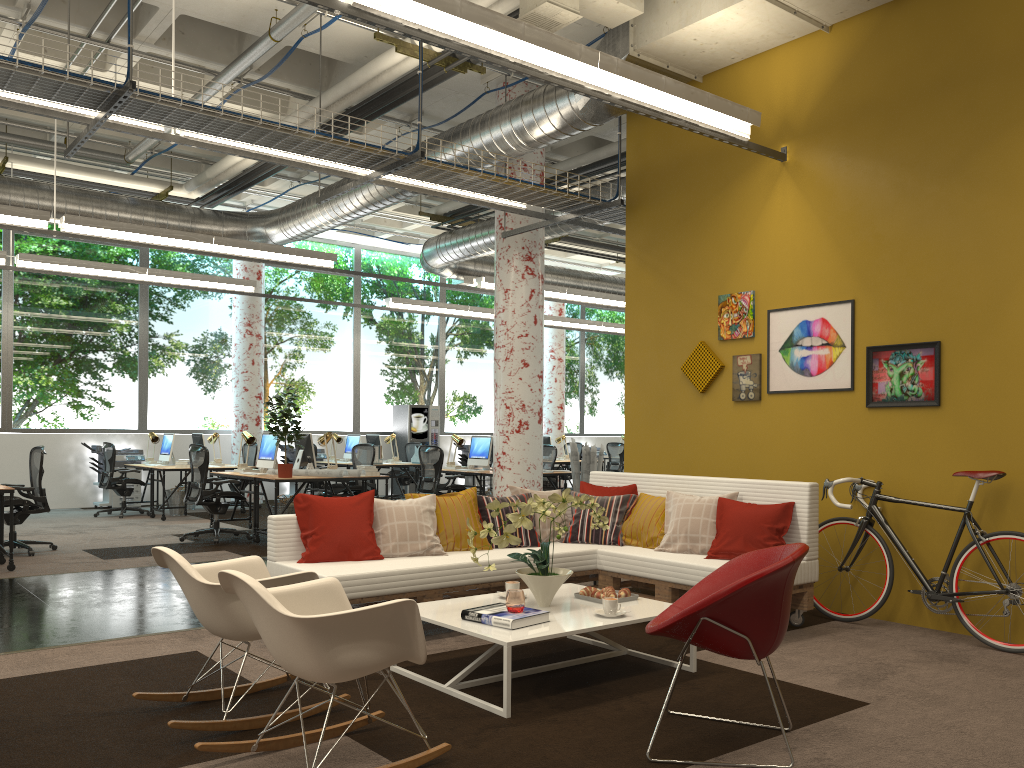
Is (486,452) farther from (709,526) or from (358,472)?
(709,526)

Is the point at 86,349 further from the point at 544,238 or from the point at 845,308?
the point at 845,308

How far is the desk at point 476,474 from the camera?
11.74m

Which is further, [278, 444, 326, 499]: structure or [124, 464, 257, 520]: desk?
[278, 444, 326, 499]: structure

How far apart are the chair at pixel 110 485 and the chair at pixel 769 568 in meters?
10.9 m

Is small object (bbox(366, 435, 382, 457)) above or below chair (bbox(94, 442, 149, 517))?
above

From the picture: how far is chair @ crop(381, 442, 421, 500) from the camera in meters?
16.0

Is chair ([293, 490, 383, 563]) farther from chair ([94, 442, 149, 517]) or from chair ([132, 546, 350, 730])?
chair ([94, 442, 149, 517])

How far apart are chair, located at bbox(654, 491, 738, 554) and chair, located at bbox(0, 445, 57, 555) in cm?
635

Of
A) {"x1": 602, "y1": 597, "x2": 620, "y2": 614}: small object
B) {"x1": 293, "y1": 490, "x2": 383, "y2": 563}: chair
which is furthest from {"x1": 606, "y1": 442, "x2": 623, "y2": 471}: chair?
{"x1": 602, "y1": 597, "x2": 620, "y2": 614}: small object
